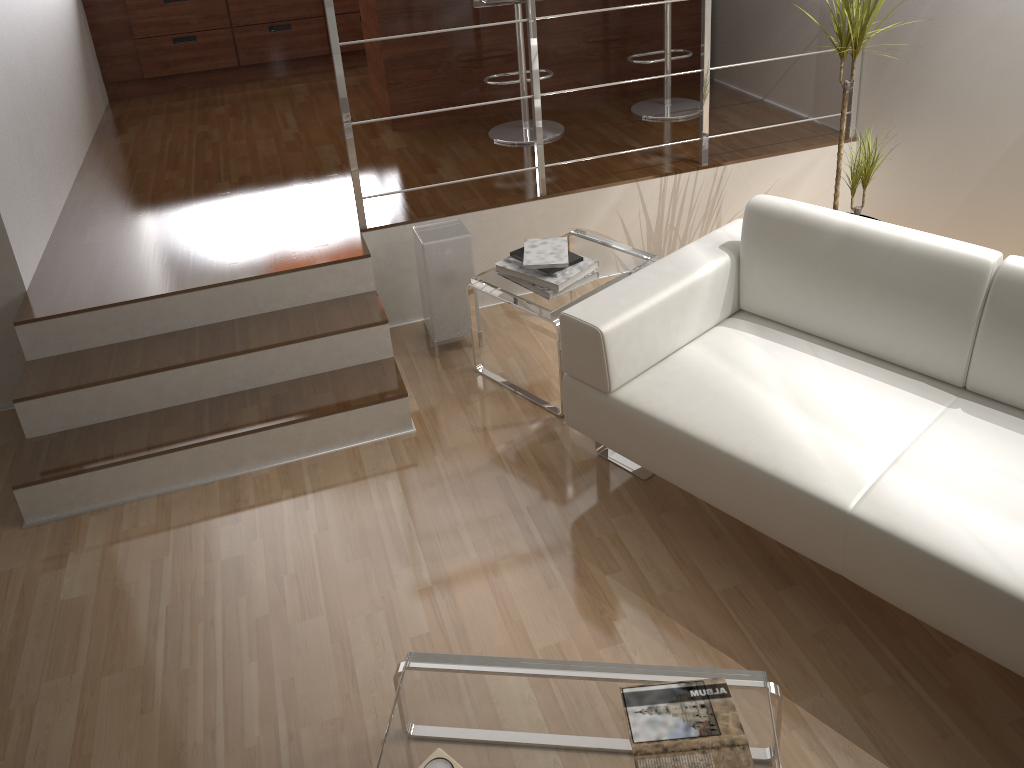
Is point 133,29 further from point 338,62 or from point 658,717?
point 658,717

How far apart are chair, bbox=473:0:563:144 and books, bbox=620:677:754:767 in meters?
3.0

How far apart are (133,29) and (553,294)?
4.00m

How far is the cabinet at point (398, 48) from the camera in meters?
4.3

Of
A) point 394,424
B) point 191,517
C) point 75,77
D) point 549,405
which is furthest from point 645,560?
point 75,77

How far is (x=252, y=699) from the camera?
A: 2.2 meters

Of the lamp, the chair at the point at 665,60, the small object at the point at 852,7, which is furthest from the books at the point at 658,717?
the chair at the point at 665,60

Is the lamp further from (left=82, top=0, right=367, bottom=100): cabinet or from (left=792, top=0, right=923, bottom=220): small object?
(left=82, top=0, right=367, bottom=100): cabinet

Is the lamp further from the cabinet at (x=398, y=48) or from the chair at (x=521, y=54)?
the cabinet at (x=398, y=48)

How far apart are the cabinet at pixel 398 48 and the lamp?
1.4 meters
